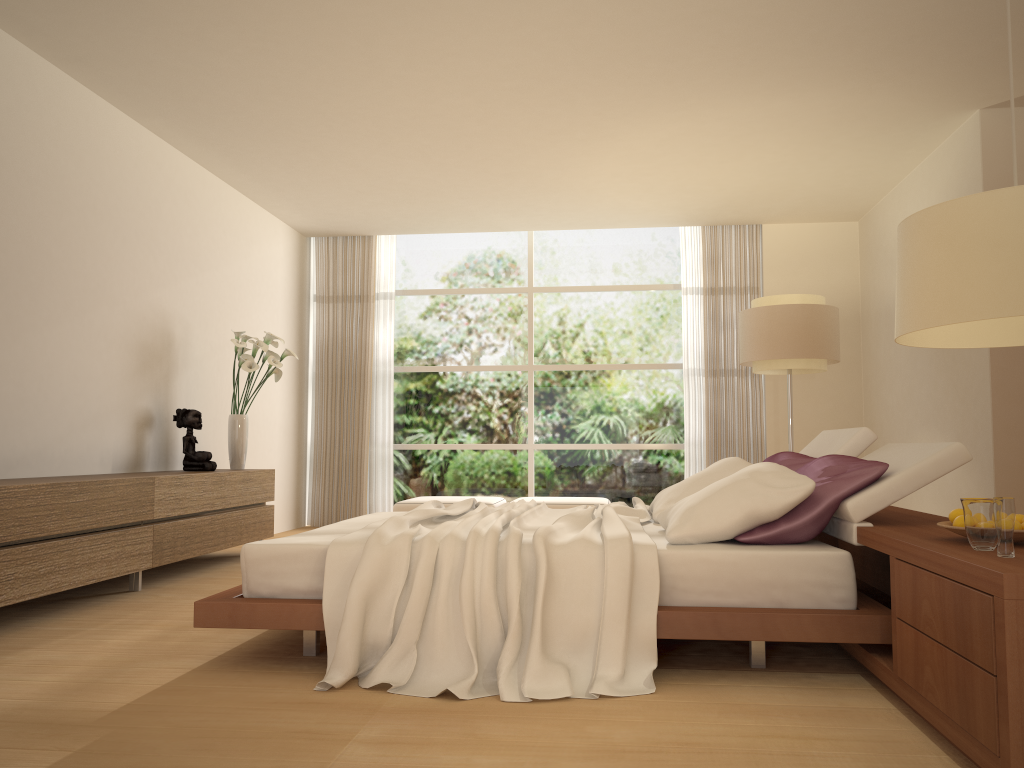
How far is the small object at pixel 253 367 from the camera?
6.68m

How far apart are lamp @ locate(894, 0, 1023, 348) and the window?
7.46m

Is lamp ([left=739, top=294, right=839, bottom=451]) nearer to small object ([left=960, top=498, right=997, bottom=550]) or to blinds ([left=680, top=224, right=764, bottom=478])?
blinds ([left=680, top=224, right=764, bottom=478])

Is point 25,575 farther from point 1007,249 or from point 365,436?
point 365,436

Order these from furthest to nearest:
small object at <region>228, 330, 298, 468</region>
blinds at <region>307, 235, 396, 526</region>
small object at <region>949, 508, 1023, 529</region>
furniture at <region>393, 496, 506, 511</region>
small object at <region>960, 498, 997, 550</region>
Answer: blinds at <region>307, 235, 396, 526</region>, furniture at <region>393, 496, 506, 511</region>, small object at <region>228, 330, 298, 468</region>, small object at <region>949, 508, 1023, 529</region>, small object at <region>960, 498, 997, 550</region>

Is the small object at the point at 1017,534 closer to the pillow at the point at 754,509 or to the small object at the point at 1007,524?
the small object at the point at 1007,524

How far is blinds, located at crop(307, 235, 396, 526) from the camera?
9.3m

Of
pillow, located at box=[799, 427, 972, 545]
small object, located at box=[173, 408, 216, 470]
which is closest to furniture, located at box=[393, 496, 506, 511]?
small object, located at box=[173, 408, 216, 470]

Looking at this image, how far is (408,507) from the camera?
8.1m

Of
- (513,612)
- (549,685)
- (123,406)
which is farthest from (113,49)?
(549,685)
